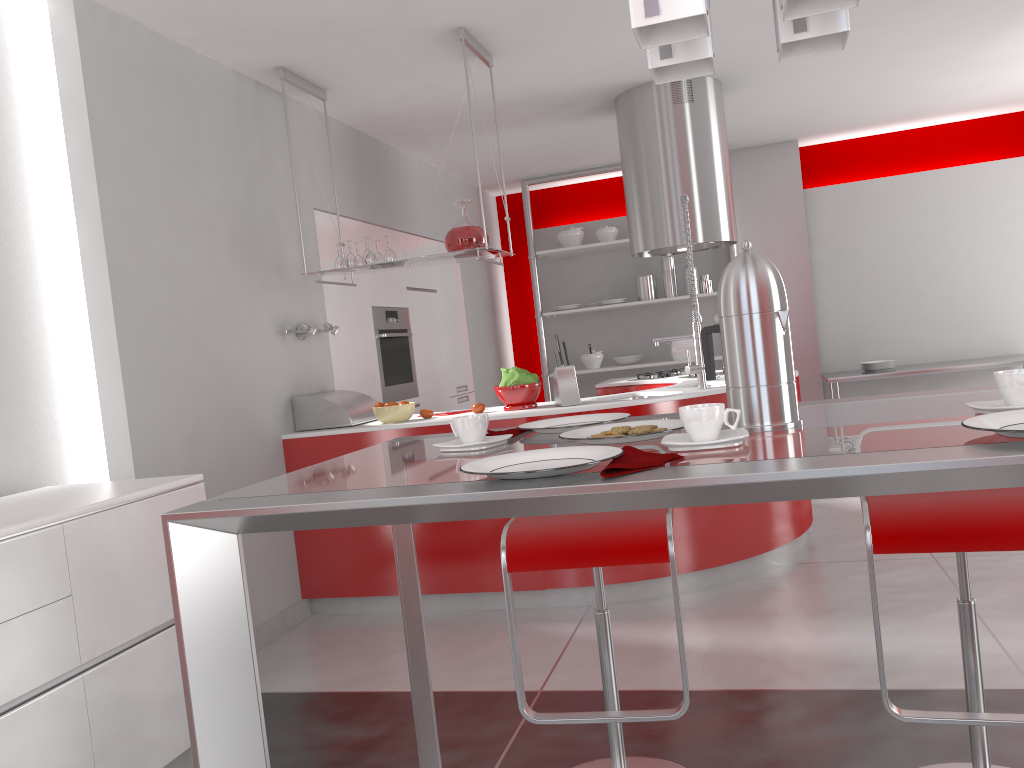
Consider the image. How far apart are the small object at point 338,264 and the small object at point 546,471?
3.3m

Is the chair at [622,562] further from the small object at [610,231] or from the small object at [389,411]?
the small object at [610,231]

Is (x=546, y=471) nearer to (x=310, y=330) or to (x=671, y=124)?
(x=310, y=330)

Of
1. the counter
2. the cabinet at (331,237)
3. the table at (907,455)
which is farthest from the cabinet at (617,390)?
the table at (907,455)

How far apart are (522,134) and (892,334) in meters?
3.5 m

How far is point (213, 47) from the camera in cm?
382

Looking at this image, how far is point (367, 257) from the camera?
4.18m

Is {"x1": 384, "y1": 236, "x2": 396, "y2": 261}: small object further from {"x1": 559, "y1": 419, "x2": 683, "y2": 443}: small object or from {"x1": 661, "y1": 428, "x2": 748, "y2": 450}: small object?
{"x1": 661, "y1": 428, "x2": 748, "y2": 450}: small object

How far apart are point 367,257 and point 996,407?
3.34m

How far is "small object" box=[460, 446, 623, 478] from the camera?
1.08m
